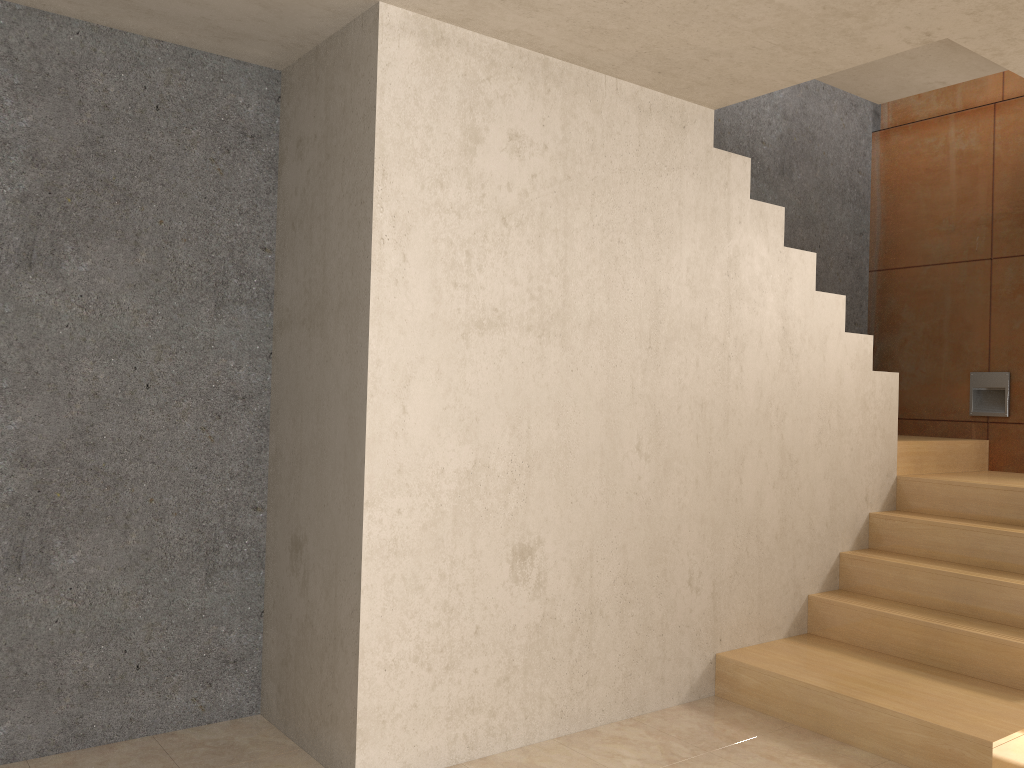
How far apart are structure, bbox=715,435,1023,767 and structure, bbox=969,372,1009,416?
0.2 meters

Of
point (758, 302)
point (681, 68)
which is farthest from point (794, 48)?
point (758, 302)

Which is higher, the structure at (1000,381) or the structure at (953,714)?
the structure at (1000,381)

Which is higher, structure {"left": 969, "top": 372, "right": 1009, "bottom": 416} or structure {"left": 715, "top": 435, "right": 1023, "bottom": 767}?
structure {"left": 969, "top": 372, "right": 1009, "bottom": 416}

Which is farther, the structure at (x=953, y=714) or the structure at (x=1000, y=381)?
the structure at (x=1000, y=381)

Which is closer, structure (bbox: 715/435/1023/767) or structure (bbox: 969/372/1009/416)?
structure (bbox: 715/435/1023/767)

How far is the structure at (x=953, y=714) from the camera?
3.13m

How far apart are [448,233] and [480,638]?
1.39m

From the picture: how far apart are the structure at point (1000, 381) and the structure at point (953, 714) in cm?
21

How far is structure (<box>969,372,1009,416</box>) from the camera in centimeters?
519cm
